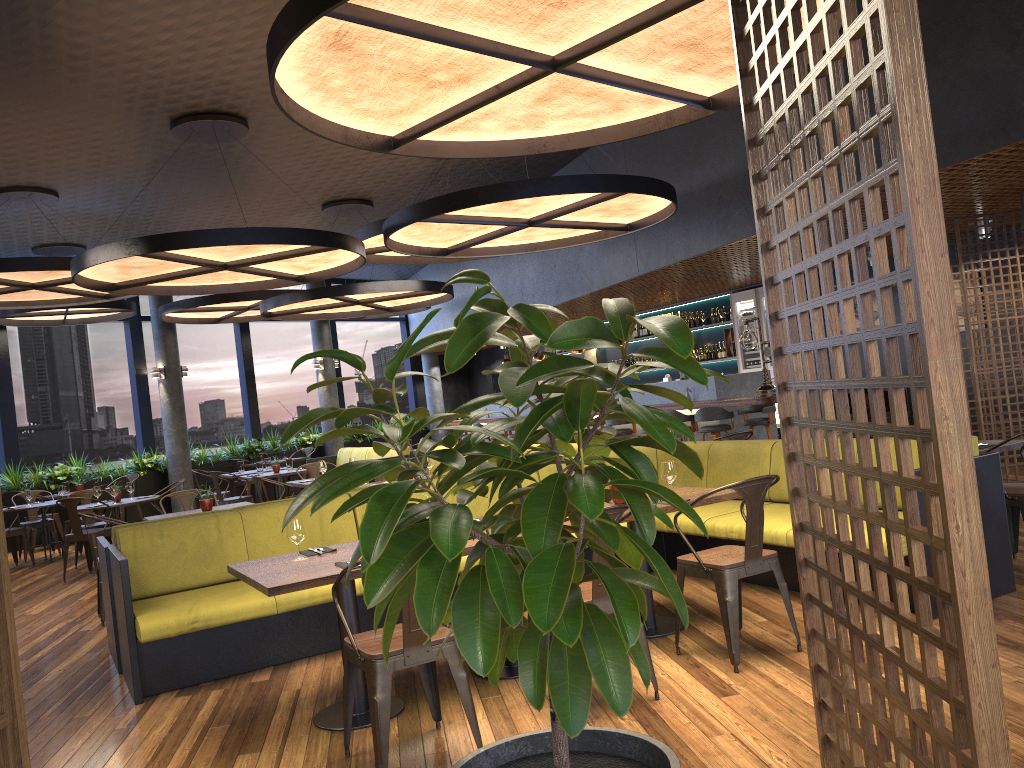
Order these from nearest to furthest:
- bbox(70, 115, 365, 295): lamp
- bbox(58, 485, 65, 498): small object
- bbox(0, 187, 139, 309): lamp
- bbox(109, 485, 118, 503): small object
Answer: bbox(70, 115, 365, 295): lamp, bbox(0, 187, 139, 309): lamp, bbox(109, 485, 118, 503): small object, bbox(58, 485, 65, 498): small object

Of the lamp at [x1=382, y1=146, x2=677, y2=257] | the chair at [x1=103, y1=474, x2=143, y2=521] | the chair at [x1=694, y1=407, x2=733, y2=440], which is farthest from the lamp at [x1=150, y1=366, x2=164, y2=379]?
the chair at [x1=694, y1=407, x2=733, y2=440]

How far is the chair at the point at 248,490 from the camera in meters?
15.9

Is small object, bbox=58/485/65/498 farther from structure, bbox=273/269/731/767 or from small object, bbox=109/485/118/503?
structure, bbox=273/269/731/767

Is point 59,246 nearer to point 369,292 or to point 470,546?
point 369,292

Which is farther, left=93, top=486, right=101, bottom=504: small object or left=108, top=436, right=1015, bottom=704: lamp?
left=93, top=486, right=101, bottom=504: small object

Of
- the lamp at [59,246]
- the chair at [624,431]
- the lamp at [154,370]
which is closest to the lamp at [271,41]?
the chair at [624,431]

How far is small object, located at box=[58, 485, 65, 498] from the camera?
11.86m

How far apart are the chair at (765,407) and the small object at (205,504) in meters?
6.5

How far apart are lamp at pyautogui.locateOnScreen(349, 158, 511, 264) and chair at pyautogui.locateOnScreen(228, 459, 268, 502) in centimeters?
641cm
